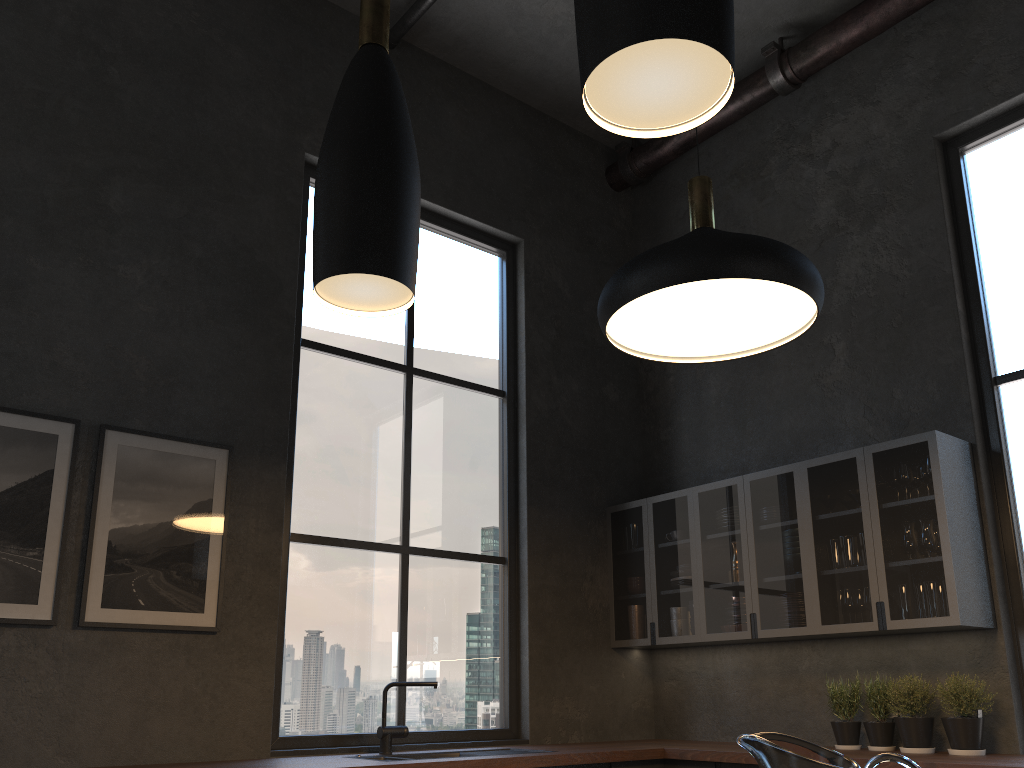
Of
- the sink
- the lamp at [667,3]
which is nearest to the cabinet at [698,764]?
the sink

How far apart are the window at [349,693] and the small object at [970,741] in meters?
2.1

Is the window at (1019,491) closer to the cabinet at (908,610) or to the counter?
the cabinet at (908,610)

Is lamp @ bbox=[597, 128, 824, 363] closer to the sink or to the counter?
the counter

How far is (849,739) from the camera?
4.1m

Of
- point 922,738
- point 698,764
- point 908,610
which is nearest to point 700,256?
point 908,610

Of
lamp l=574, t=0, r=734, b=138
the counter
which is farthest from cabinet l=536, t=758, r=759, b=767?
lamp l=574, t=0, r=734, b=138

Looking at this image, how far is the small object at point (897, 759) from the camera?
0.95m

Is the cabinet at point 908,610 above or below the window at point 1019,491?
below

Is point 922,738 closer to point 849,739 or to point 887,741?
point 887,741
